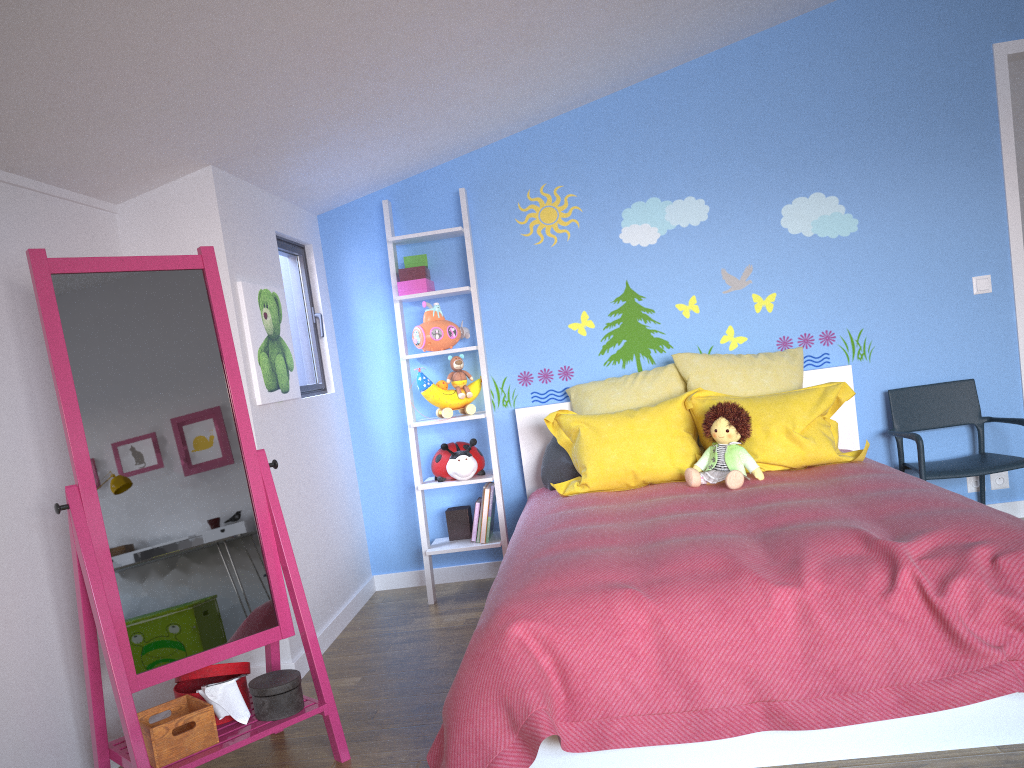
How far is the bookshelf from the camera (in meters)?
3.95

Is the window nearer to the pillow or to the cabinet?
the cabinet

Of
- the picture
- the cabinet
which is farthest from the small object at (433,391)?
the cabinet

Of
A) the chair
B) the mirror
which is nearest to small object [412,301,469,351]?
the mirror

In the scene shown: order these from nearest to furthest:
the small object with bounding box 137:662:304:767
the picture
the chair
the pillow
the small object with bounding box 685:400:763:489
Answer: the small object with bounding box 137:662:304:767 < the picture < the small object with bounding box 685:400:763:489 < the pillow < the chair

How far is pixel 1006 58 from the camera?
3.96m

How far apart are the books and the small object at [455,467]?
0.2 meters

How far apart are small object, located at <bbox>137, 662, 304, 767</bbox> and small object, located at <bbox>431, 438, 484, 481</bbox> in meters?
1.5 m

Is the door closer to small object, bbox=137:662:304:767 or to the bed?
the bed

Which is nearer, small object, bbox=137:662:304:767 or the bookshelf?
small object, bbox=137:662:304:767
